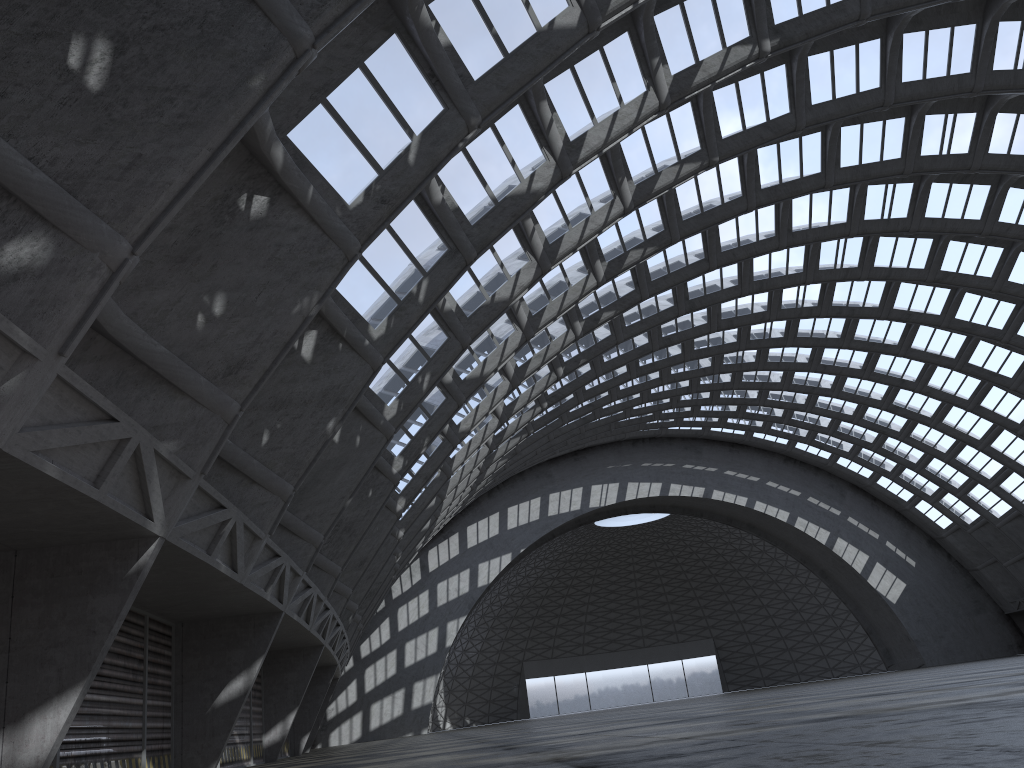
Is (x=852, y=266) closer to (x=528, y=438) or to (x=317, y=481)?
(x=528, y=438)
